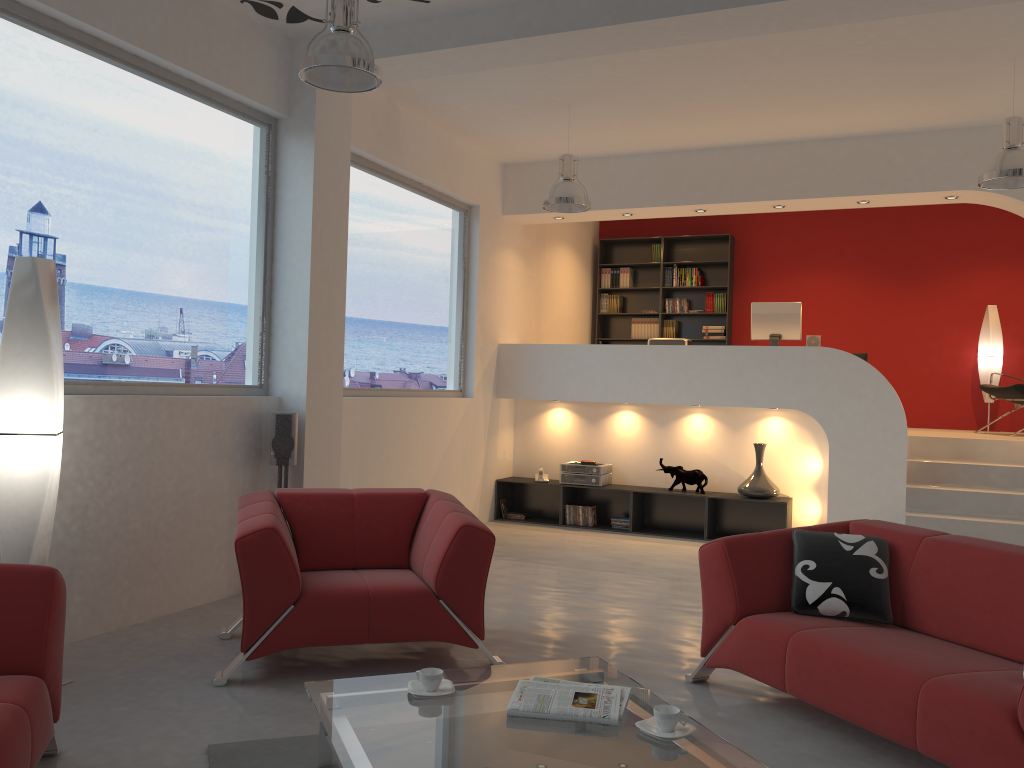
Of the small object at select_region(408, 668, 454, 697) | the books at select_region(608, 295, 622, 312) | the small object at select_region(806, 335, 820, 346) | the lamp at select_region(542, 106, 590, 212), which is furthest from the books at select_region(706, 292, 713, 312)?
the small object at select_region(408, 668, 454, 697)

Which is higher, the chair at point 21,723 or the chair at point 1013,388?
the chair at point 1013,388

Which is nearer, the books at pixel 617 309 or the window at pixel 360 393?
the window at pixel 360 393

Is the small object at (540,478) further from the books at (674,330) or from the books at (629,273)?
the books at (629,273)

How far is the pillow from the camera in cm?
365

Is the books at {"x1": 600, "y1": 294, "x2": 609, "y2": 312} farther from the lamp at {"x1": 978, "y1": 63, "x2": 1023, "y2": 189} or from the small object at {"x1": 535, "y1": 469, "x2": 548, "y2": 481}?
the lamp at {"x1": 978, "y1": 63, "x2": 1023, "y2": 189}

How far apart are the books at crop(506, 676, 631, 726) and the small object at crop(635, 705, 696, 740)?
0.07m

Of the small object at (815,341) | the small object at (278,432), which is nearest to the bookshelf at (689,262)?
the small object at (815,341)

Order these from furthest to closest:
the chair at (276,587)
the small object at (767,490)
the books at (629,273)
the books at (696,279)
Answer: the books at (629,273)
the books at (696,279)
the small object at (767,490)
the chair at (276,587)

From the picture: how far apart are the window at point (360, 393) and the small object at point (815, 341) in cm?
321
